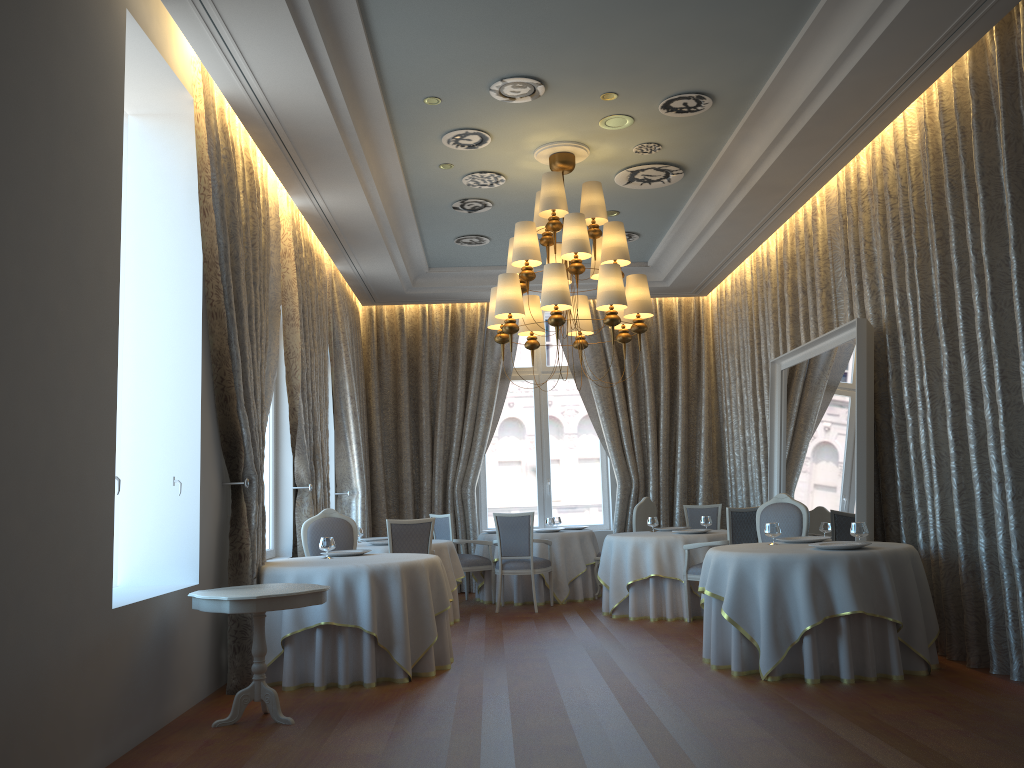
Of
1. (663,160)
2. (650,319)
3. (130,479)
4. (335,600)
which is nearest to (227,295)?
(130,479)

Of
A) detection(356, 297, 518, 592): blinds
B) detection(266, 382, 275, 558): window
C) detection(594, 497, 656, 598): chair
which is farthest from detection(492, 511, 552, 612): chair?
detection(266, 382, 275, 558): window

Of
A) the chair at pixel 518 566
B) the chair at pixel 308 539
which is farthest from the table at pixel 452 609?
the chair at pixel 308 539

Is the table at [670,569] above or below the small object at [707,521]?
below

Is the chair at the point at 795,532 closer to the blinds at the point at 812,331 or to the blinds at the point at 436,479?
the blinds at the point at 812,331

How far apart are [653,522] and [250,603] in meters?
5.7

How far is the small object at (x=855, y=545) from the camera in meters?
6.0 m

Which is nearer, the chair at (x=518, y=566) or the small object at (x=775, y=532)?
the small object at (x=775, y=532)

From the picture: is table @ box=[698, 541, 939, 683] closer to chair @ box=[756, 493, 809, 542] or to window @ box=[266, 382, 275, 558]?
chair @ box=[756, 493, 809, 542]

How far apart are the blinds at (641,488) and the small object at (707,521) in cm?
275
